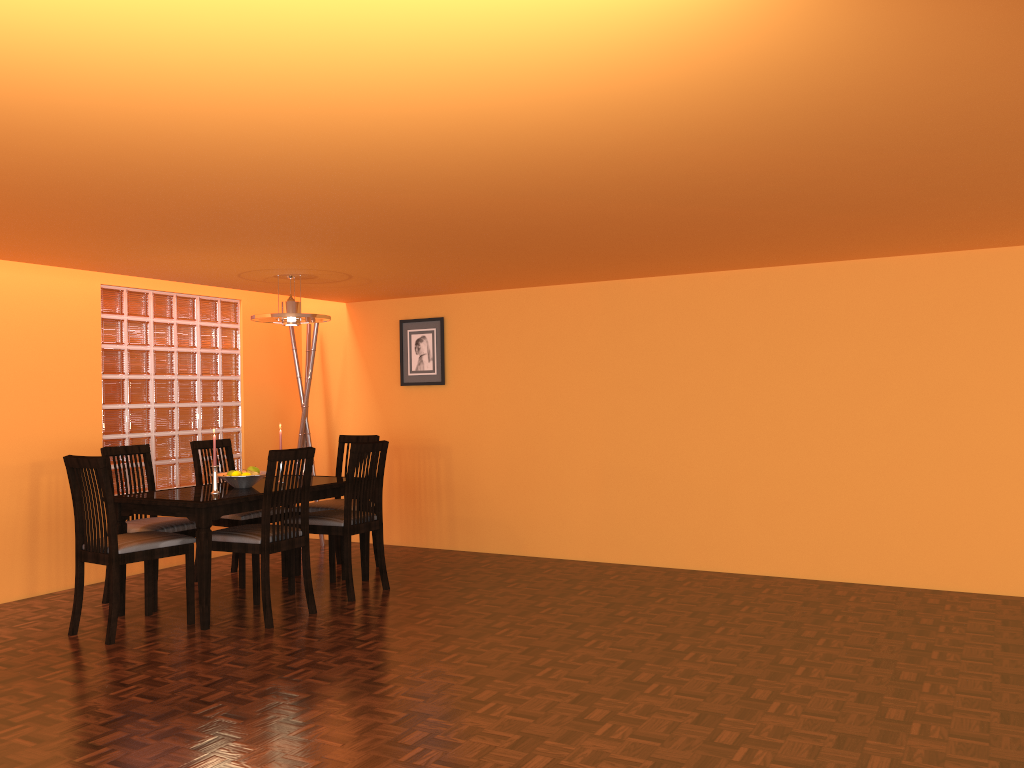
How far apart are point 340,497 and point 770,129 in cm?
387

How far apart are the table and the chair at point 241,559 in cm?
19

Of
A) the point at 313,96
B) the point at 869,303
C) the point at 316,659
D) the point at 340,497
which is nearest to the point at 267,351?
the point at 340,497

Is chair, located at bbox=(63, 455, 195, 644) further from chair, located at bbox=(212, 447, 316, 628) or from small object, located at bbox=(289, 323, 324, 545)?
small object, located at bbox=(289, 323, 324, 545)

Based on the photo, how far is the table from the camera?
3.97m

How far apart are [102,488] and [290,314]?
1.36m

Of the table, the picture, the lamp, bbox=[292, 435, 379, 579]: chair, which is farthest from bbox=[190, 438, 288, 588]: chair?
the picture

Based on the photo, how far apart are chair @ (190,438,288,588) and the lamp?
0.9m

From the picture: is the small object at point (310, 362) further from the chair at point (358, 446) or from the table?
the chair at point (358, 446)

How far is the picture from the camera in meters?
6.0
